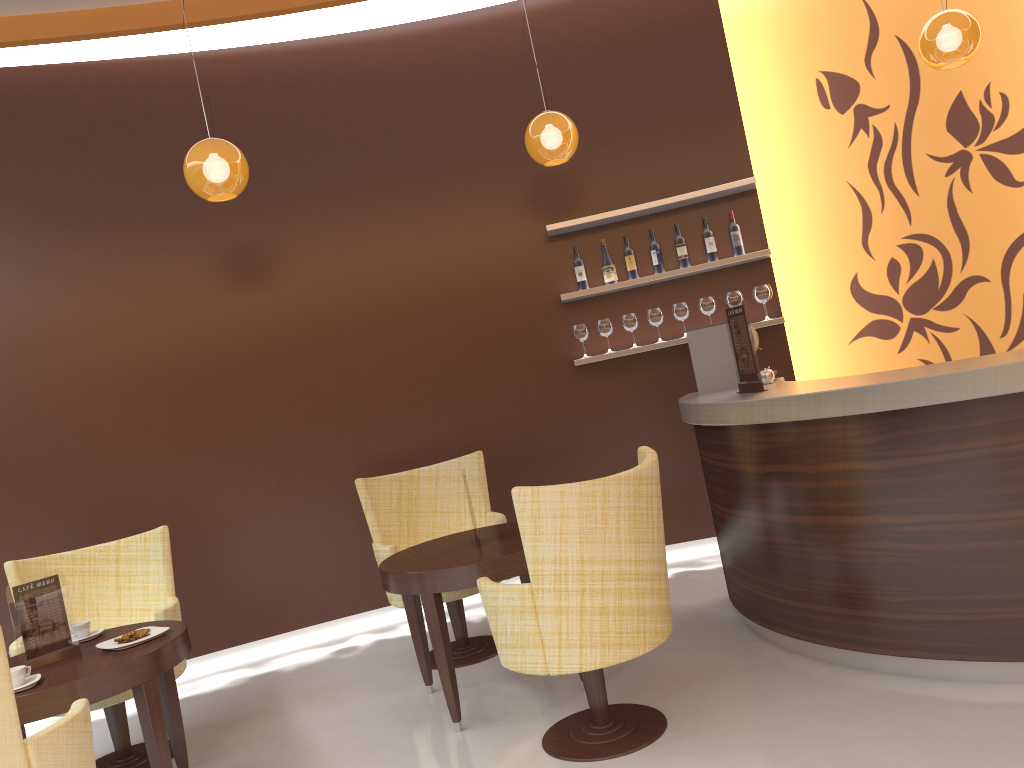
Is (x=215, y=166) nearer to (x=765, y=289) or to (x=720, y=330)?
(x=720, y=330)

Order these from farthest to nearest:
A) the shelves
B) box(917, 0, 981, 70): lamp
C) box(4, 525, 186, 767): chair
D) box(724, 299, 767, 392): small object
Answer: the shelves < box(917, 0, 981, 70): lamp < box(4, 525, 186, 767): chair < box(724, 299, 767, 392): small object

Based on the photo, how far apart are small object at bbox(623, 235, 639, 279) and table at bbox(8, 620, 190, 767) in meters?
3.4 m

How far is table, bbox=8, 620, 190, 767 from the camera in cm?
295

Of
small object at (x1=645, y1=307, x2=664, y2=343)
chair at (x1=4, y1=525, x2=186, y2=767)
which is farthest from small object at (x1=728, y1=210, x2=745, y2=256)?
chair at (x1=4, y1=525, x2=186, y2=767)

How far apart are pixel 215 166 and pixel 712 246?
3.0 meters

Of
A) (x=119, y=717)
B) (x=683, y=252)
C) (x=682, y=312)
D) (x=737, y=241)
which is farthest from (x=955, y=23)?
(x=119, y=717)

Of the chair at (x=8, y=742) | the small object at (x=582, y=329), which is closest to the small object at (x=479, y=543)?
the chair at (x=8, y=742)

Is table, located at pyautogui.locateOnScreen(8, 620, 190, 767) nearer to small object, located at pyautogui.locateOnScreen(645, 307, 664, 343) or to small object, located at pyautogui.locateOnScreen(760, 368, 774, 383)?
small object, located at pyautogui.locateOnScreen(760, 368, 774, 383)

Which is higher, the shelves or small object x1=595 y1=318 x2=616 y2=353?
the shelves
